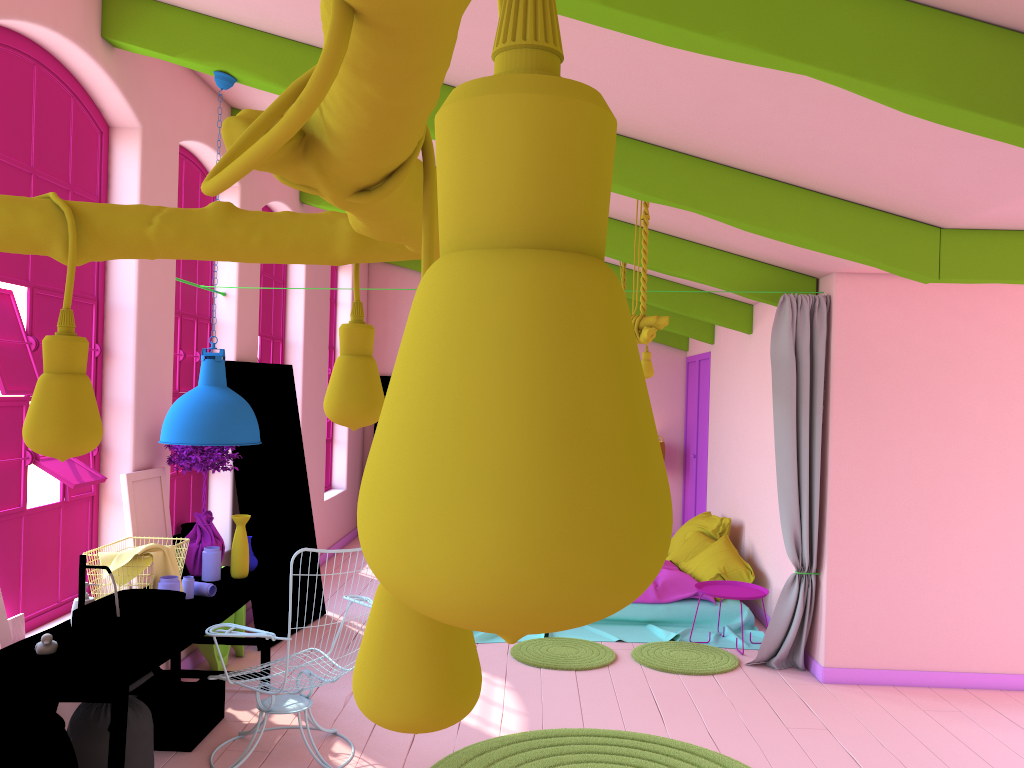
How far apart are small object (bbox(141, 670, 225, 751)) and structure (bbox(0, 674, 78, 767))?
1.38m

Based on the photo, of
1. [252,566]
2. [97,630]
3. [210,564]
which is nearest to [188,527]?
[252,566]

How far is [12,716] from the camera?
3.11m

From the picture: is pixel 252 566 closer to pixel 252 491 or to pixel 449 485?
pixel 252 491

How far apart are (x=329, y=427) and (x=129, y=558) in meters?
6.8 m

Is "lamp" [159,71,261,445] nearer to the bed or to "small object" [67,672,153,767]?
"small object" [67,672,153,767]

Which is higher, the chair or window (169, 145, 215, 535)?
window (169, 145, 215, 535)

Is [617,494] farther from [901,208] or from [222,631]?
[901,208]

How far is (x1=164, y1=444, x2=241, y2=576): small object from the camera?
5.38m

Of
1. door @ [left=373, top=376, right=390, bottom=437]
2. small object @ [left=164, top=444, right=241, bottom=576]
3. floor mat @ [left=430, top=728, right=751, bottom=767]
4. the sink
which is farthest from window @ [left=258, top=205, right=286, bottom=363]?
floor mat @ [left=430, top=728, right=751, bottom=767]
